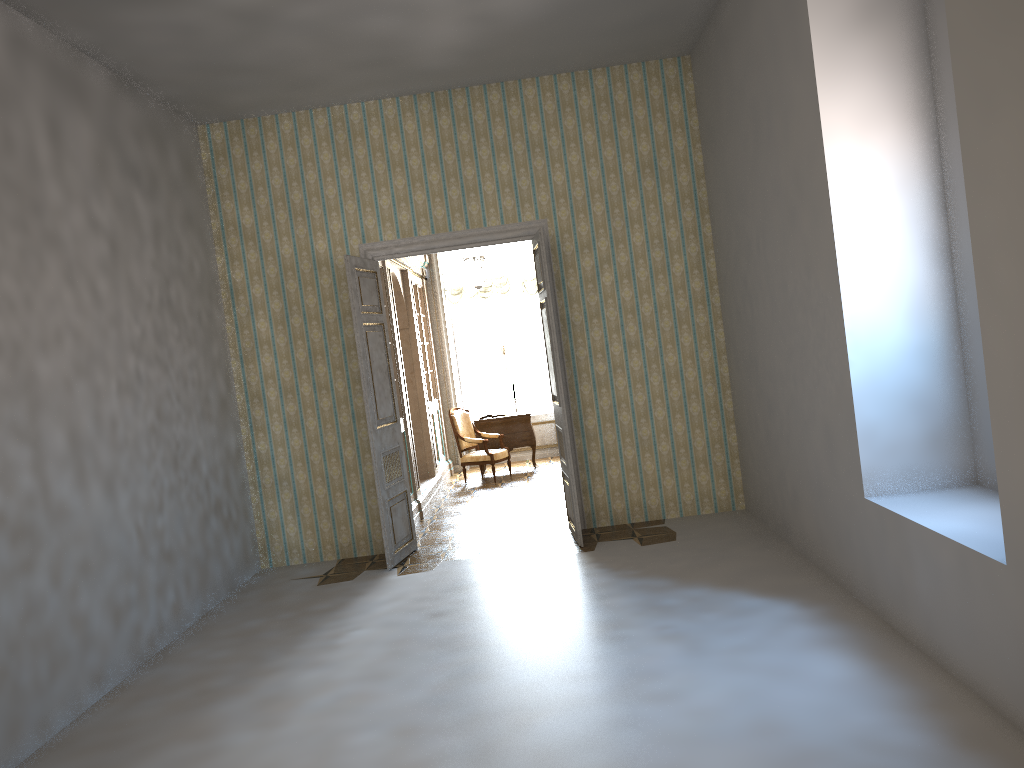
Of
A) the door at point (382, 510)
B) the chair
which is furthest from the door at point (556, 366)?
the chair

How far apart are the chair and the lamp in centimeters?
190cm

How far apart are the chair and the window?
1.7m

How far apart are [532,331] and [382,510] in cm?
674

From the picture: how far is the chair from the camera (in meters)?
11.59

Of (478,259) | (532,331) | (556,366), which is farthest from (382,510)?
(532,331)

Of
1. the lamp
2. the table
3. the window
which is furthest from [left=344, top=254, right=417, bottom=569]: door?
the window

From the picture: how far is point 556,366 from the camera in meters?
7.3 m

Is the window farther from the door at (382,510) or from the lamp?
the door at (382,510)

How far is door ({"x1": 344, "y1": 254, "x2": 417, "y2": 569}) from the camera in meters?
7.4 m
